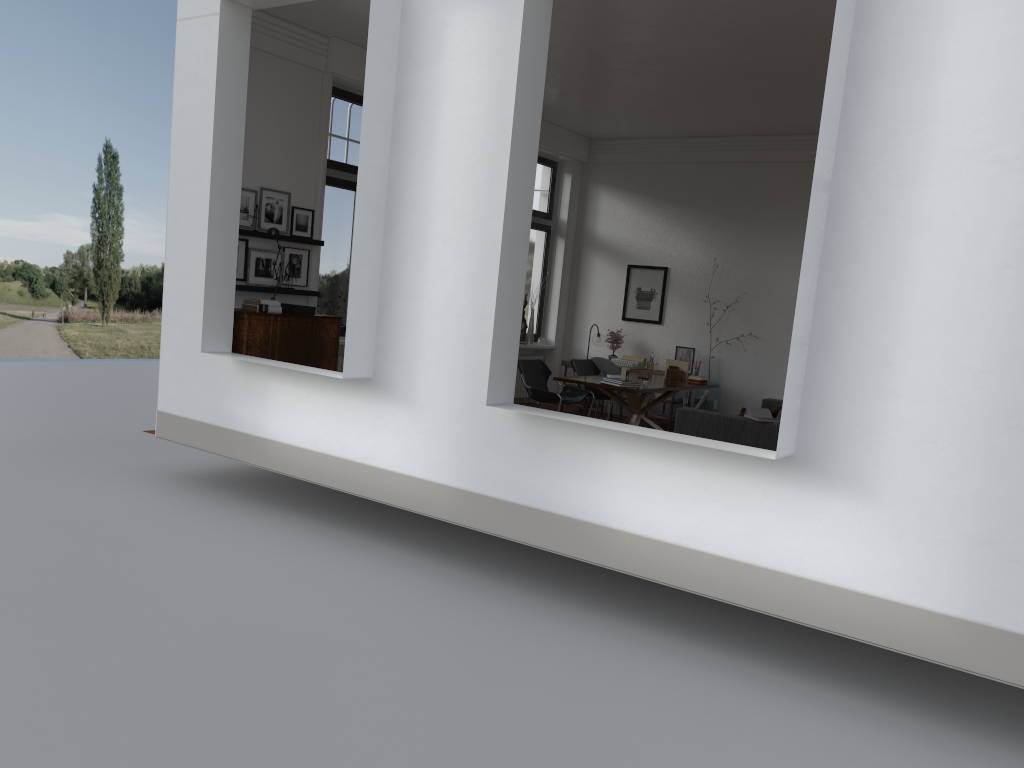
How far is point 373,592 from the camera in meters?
5.7

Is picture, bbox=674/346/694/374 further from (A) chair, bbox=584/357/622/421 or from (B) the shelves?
(B) the shelves

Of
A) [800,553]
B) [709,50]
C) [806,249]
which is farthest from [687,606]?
[709,50]

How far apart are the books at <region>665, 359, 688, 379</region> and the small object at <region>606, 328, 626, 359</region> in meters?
1.8 m

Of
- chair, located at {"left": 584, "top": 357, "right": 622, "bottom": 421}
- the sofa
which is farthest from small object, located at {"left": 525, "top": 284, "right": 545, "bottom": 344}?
the sofa

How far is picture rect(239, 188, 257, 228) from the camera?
8.52m

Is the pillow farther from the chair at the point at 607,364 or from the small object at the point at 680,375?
the chair at the point at 607,364

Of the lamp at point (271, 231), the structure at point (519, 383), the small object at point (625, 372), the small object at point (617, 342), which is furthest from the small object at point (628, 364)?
the lamp at point (271, 231)

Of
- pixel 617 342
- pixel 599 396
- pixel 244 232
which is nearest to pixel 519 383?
pixel 617 342

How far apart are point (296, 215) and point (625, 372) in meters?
3.8 m
